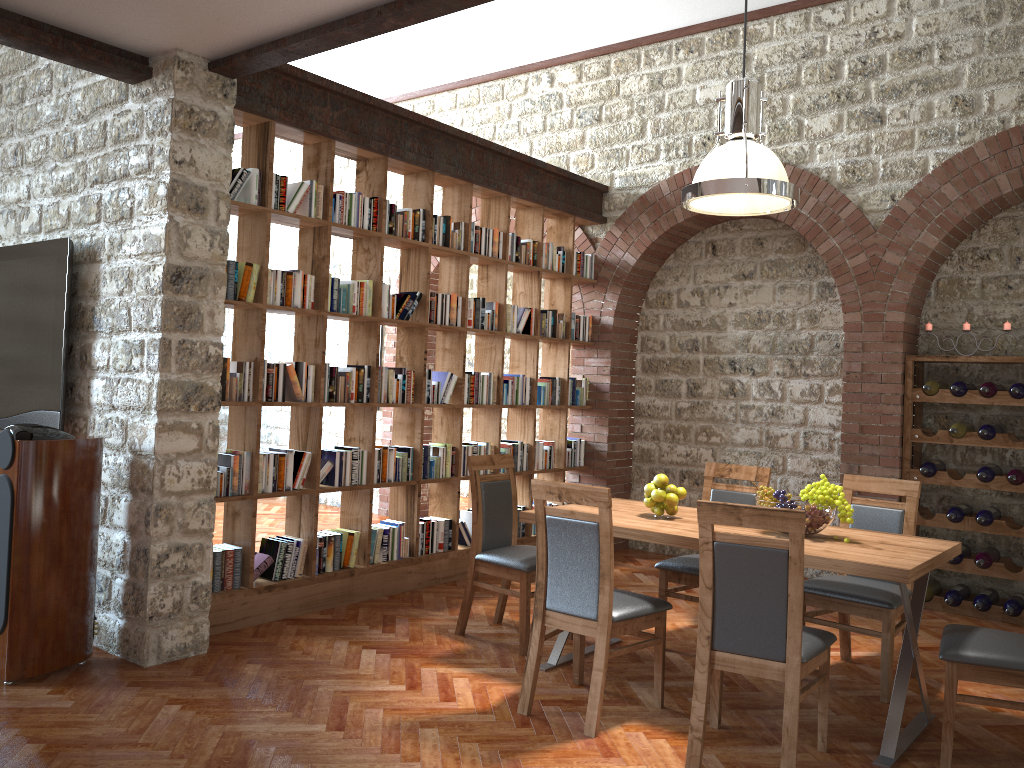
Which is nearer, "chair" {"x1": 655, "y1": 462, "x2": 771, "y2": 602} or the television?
the television

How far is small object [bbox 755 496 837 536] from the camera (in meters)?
3.82

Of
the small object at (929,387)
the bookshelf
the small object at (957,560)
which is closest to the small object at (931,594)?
the small object at (957,560)

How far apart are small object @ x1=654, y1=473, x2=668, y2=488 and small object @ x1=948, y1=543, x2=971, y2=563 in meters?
2.8

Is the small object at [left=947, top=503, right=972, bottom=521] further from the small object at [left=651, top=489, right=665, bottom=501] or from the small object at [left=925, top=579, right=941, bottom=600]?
the small object at [left=651, top=489, right=665, bottom=501]

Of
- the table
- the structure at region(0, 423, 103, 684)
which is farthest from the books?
the table

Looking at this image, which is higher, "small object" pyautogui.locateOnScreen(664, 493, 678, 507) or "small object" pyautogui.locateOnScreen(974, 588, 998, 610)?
"small object" pyautogui.locateOnScreen(664, 493, 678, 507)

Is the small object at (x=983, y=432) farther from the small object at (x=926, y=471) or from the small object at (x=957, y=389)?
the small object at (x=926, y=471)

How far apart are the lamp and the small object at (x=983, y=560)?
2.98m

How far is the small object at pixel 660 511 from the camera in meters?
4.3 m
